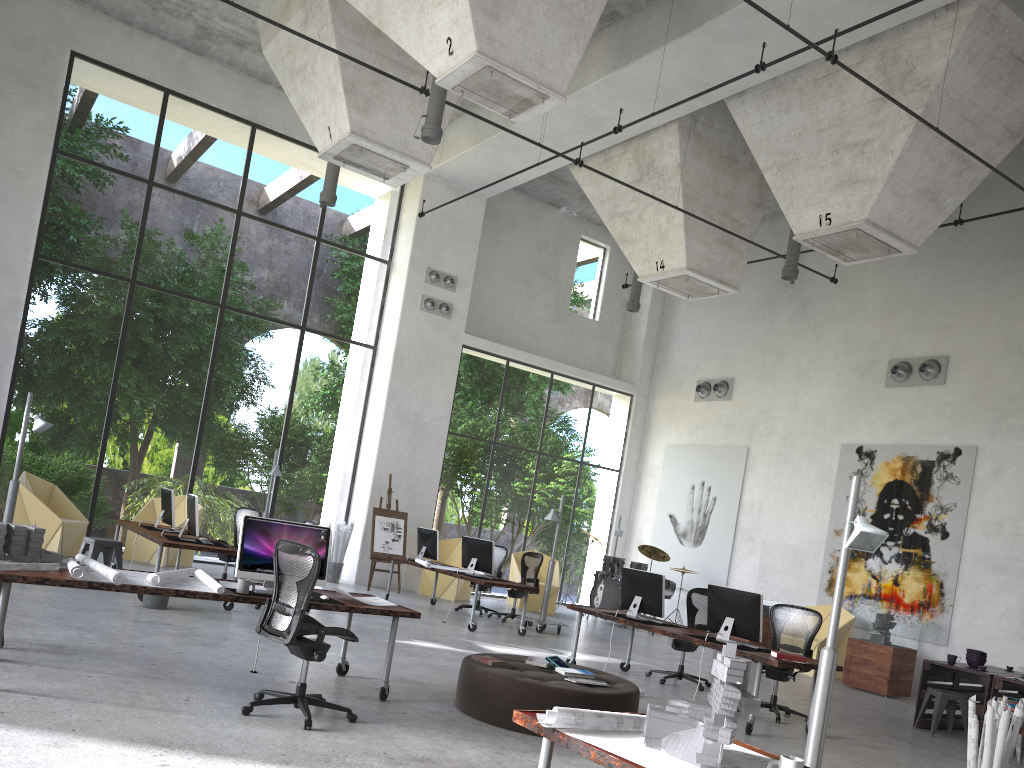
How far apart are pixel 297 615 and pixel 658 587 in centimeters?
492cm

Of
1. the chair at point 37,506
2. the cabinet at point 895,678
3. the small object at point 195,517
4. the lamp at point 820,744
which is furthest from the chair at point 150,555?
the lamp at point 820,744

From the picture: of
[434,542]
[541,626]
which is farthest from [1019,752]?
[434,542]

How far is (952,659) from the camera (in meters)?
9.74

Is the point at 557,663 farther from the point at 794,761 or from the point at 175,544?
the point at 175,544

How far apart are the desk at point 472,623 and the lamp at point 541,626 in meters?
0.7 m

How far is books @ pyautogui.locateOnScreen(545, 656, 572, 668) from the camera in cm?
723

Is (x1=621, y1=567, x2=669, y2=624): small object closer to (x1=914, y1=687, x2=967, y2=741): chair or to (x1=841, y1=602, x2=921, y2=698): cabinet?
(x1=914, y1=687, x2=967, y2=741): chair

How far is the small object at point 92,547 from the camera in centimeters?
1064cm

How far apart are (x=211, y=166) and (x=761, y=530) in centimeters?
2663cm
